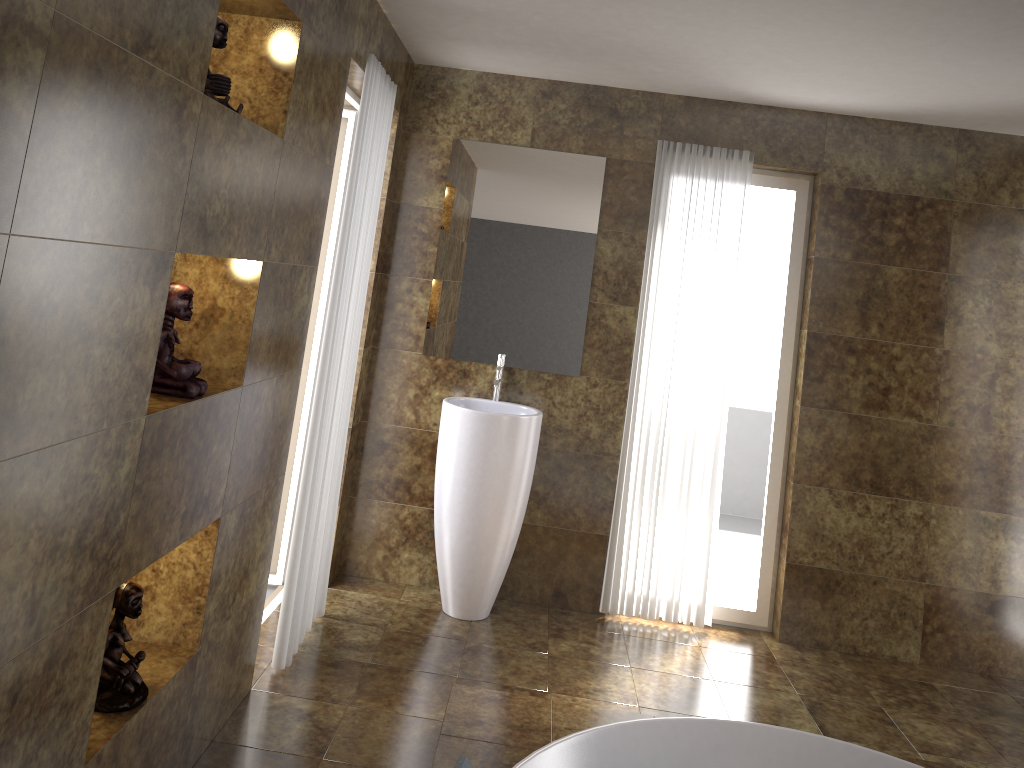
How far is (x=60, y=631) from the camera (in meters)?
1.73

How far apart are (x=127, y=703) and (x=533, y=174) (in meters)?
2.87

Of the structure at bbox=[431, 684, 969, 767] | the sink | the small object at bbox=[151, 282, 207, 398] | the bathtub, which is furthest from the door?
Result: the bathtub

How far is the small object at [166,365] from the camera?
2.17m

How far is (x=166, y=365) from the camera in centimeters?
217cm

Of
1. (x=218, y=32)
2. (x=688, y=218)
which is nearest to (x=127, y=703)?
(x=218, y=32)

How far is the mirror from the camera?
4.2m

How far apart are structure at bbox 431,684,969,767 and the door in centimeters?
136cm

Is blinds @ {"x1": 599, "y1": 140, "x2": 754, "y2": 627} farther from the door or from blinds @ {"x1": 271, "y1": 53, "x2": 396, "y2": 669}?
the door

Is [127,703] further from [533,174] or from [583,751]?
[533,174]
